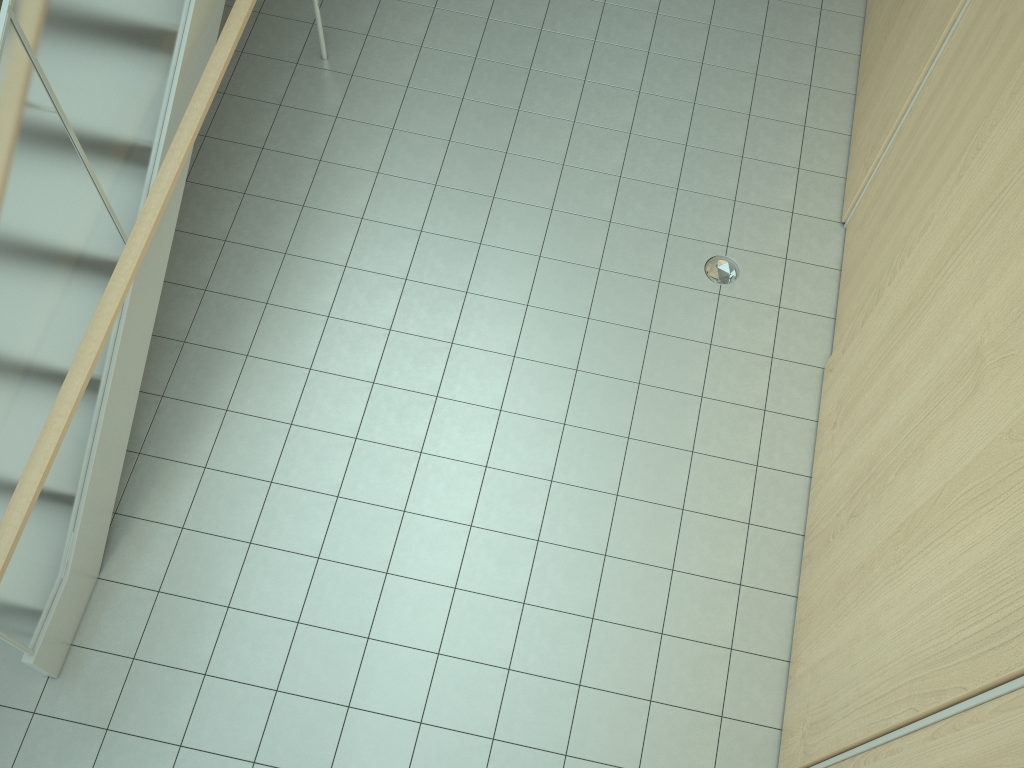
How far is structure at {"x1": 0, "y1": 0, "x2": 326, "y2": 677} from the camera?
3.06m

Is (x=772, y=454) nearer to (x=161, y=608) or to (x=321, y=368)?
(x=321, y=368)

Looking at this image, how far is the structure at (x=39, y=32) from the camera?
3.06m

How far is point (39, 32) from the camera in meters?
3.1 m
